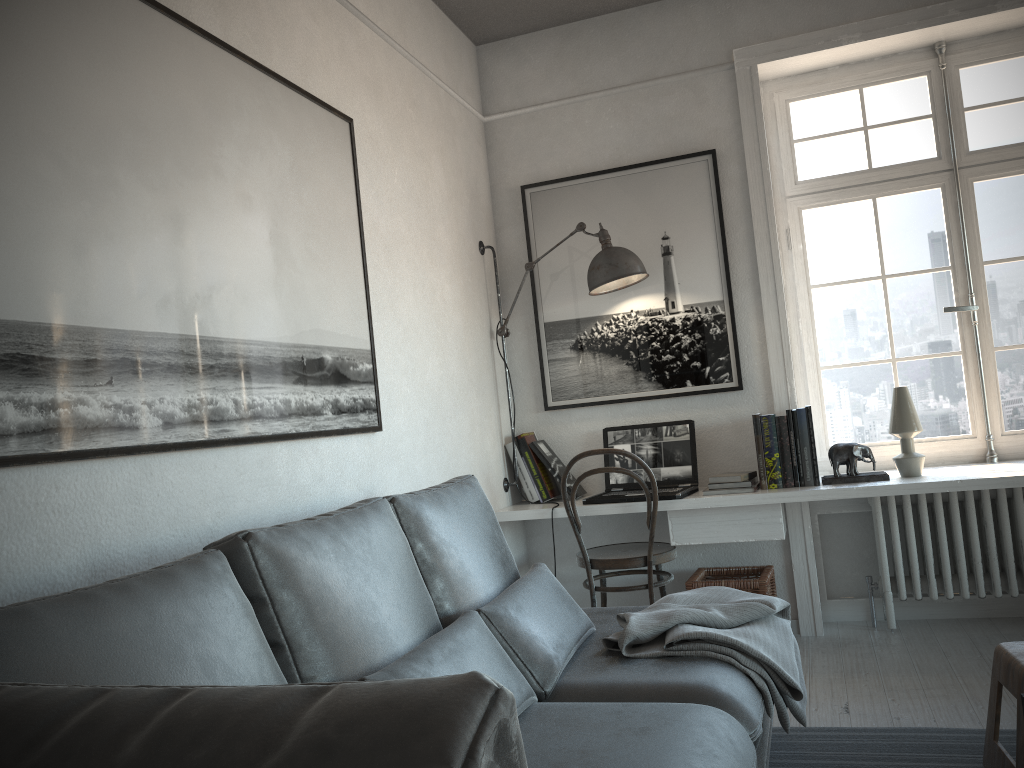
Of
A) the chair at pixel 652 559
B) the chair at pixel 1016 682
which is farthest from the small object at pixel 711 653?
the chair at pixel 652 559

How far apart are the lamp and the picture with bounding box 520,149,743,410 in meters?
0.1 m

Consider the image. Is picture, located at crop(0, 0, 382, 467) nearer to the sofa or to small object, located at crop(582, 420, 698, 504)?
the sofa

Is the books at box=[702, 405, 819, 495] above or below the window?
below

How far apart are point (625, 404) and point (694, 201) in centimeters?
97cm

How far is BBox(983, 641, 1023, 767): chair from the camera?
2.1m

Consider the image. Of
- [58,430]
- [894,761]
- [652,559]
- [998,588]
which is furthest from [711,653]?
[998,588]

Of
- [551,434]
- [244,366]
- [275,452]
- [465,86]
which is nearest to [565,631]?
[275,452]

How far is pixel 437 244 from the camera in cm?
359

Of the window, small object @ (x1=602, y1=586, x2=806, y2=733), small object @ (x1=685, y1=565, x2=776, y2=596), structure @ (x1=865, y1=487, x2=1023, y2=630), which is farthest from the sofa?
the window
